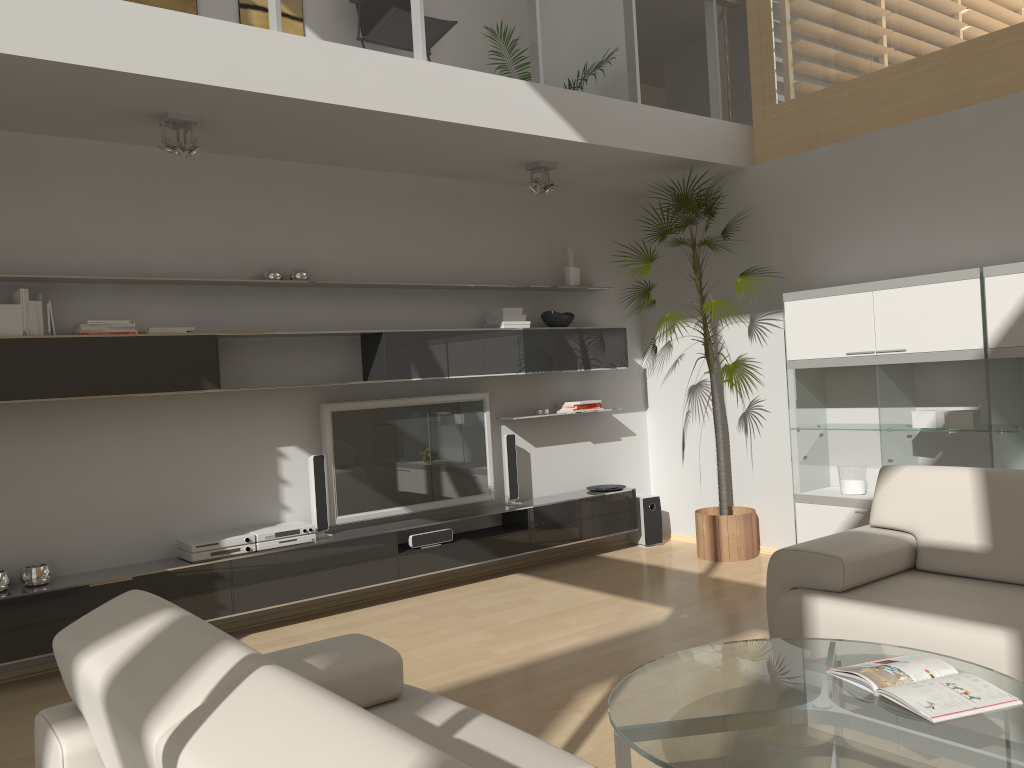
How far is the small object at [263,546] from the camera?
4.9 meters

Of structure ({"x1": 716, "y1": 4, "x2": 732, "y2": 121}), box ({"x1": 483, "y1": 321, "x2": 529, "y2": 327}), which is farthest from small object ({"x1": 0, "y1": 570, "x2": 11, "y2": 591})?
structure ({"x1": 716, "y1": 4, "x2": 732, "y2": 121})

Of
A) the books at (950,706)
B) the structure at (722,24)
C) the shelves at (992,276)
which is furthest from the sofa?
the structure at (722,24)

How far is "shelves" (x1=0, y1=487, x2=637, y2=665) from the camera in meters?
4.2

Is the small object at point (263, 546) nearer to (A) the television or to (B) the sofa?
(A) the television

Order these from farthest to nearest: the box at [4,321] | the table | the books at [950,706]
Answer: the box at [4,321] < the books at [950,706] < the table

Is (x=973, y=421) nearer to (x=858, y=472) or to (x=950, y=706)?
(x=858, y=472)

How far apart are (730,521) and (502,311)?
2.10m

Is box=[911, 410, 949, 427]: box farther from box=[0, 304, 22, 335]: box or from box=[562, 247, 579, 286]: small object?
box=[0, 304, 22, 335]: box

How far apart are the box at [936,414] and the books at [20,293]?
4.7 meters
